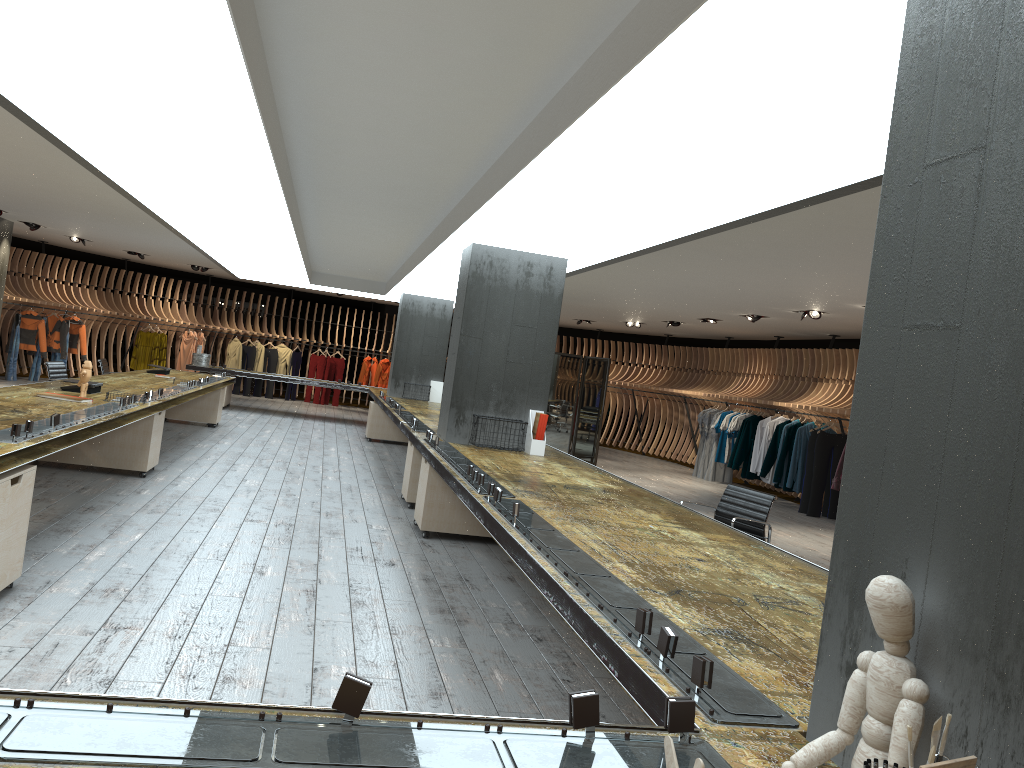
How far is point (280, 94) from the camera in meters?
4.8 m

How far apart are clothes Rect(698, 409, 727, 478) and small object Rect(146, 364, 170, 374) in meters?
9.3

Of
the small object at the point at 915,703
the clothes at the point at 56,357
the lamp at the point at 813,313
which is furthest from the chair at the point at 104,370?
the small object at the point at 915,703

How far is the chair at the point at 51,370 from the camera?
9.7 meters

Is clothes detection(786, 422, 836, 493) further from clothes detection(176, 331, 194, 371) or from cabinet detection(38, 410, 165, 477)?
clothes detection(176, 331, 194, 371)

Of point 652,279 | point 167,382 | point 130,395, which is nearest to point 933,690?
point 130,395

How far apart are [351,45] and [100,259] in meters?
22.1

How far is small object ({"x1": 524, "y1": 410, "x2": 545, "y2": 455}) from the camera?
7.83m

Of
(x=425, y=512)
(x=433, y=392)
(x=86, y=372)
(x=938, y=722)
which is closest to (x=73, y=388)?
(x=86, y=372)

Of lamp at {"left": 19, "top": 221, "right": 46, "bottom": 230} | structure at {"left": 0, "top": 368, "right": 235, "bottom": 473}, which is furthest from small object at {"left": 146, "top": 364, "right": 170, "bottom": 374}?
lamp at {"left": 19, "top": 221, "right": 46, "bottom": 230}
